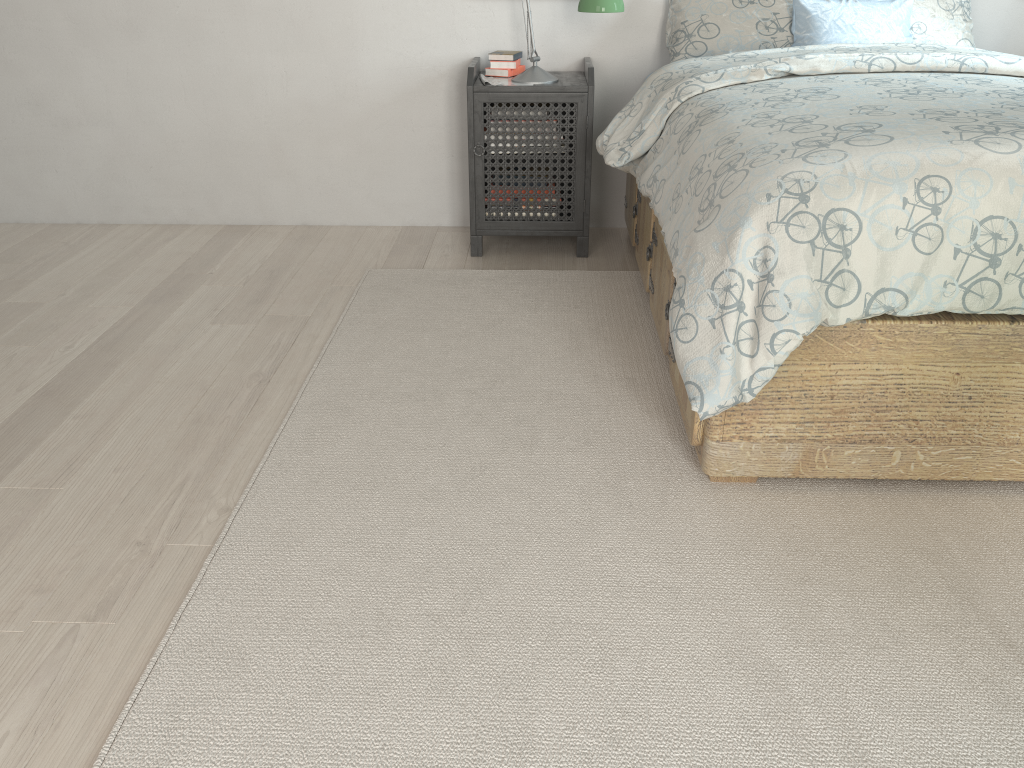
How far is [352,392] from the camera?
2.21m

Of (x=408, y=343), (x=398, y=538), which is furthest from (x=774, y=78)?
(x=398, y=538)

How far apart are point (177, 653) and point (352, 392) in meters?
0.9

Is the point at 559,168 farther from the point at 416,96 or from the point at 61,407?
the point at 61,407

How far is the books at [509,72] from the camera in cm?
312

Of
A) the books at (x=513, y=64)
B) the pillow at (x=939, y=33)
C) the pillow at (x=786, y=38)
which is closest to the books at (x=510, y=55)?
the books at (x=513, y=64)

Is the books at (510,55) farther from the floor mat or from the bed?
the floor mat

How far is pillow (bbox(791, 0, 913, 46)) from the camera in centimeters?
284cm

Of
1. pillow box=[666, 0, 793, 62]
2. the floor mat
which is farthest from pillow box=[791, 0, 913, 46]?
the floor mat

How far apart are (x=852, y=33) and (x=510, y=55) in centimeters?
113cm
